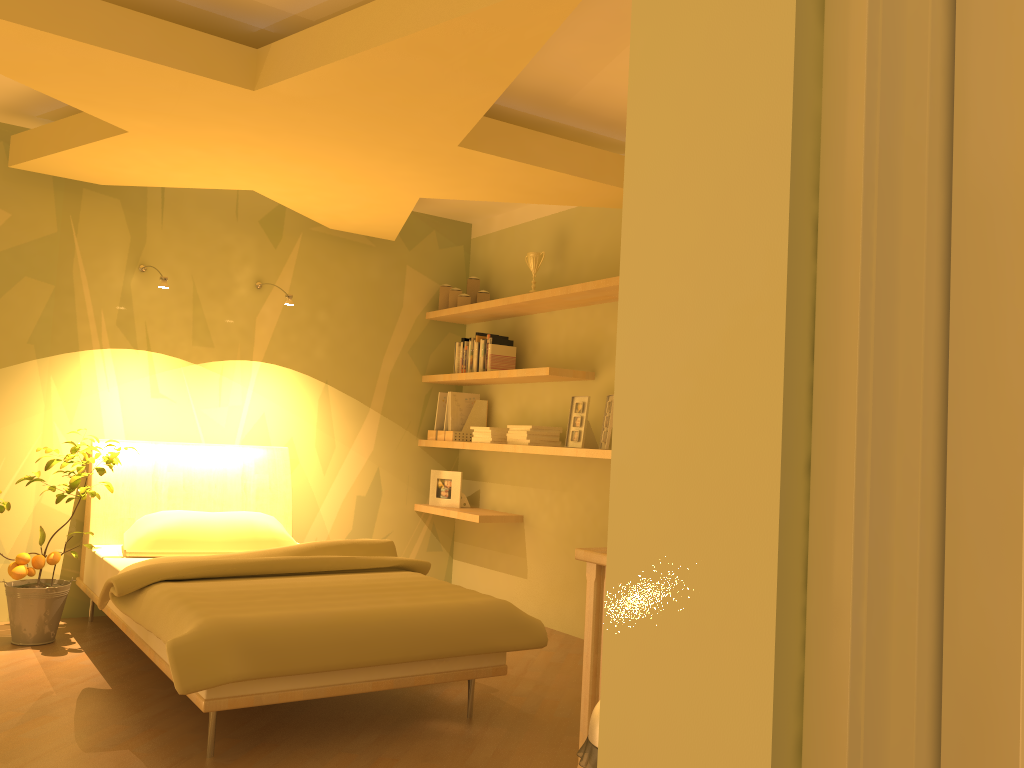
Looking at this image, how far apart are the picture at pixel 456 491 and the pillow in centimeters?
119cm

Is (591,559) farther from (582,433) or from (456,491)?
(456,491)

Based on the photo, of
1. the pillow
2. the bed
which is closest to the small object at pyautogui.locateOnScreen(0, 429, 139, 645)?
the bed

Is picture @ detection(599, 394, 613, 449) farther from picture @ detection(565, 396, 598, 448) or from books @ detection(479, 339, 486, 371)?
books @ detection(479, 339, 486, 371)

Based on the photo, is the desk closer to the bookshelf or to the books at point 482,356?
the bookshelf

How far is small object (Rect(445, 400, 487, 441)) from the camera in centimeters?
531cm

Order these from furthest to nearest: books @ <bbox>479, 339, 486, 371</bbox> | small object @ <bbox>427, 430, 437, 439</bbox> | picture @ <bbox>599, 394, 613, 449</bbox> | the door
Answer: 1. small object @ <bbox>427, 430, 437, 439</bbox>
2. books @ <bbox>479, 339, 486, 371</bbox>
3. picture @ <bbox>599, 394, 613, 449</bbox>
4. the door

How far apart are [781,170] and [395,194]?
3.28m

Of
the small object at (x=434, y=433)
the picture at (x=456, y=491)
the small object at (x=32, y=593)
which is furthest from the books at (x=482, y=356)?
the small object at (x=32, y=593)

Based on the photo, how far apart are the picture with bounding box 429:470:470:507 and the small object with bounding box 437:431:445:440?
0.2m
